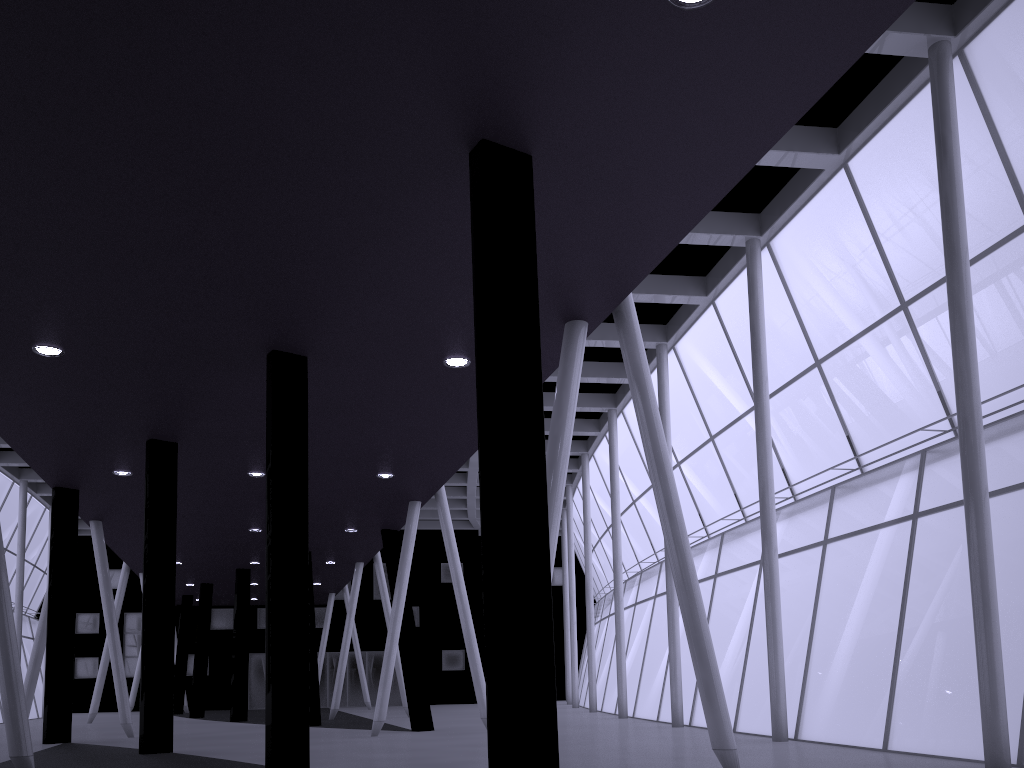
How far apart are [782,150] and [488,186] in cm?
1360

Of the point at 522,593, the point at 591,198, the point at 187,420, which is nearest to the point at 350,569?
the point at 187,420
